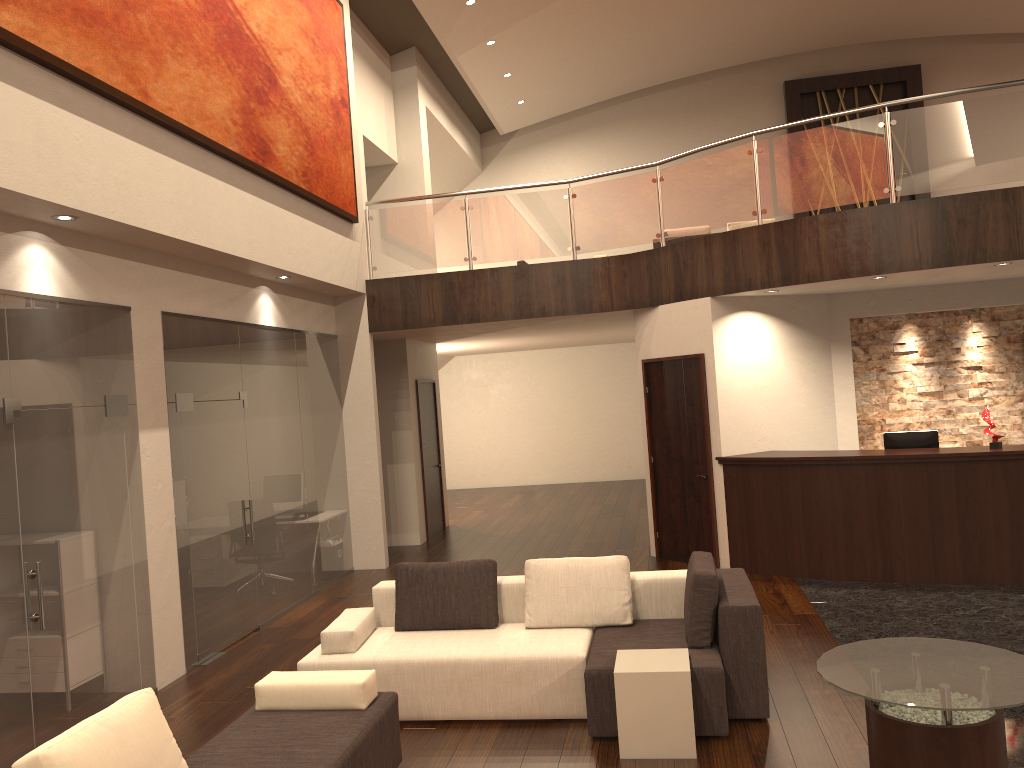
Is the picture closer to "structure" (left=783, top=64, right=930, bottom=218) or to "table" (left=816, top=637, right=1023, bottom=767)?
"table" (left=816, top=637, right=1023, bottom=767)

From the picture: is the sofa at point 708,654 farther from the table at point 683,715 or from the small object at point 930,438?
the small object at point 930,438

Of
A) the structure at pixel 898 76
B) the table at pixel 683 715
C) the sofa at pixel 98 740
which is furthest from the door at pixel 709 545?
the structure at pixel 898 76

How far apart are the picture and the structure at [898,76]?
10.4m

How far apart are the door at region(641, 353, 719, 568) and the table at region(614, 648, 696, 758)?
4.26m

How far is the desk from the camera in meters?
7.7

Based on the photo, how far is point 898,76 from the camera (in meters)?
17.02

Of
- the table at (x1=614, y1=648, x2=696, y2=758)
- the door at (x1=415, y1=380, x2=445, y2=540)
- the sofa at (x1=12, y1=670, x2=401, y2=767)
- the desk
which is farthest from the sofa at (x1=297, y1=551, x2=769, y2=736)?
the door at (x1=415, y1=380, x2=445, y2=540)

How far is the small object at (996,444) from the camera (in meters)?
7.87

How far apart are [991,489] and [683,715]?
4.55m
